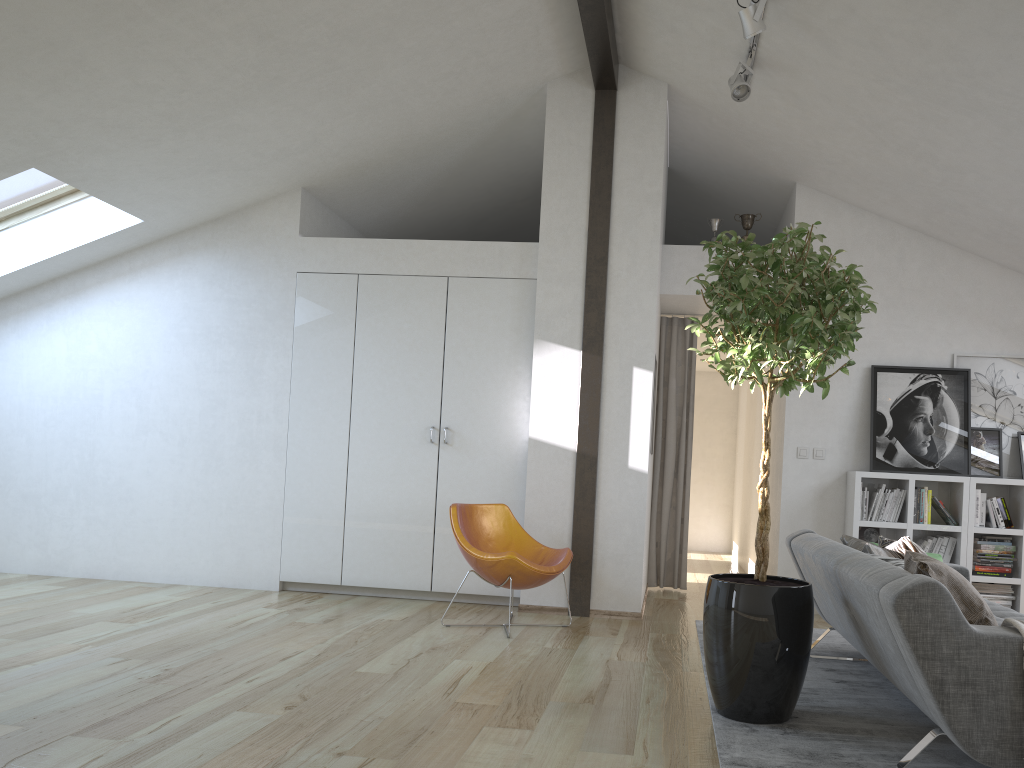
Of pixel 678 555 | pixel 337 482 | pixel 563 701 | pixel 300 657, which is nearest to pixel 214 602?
→ pixel 337 482

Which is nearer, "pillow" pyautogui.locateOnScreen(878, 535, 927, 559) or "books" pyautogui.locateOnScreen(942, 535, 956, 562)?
"pillow" pyautogui.locateOnScreen(878, 535, 927, 559)

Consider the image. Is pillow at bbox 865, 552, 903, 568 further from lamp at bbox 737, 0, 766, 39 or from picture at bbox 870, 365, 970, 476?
picture at bbox 870, 365, 970, 476

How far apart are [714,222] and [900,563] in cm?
376

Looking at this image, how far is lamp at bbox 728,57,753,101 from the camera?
4.93m

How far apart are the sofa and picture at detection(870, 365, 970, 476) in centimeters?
152cm

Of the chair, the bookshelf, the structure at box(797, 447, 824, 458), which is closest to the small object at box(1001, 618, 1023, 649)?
the chair

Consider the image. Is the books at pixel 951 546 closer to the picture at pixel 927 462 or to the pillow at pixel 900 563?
the picture at pixel 927 462

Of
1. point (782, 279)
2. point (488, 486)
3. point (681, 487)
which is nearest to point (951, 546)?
point (681, 487)

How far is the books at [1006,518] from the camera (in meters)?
6.05
